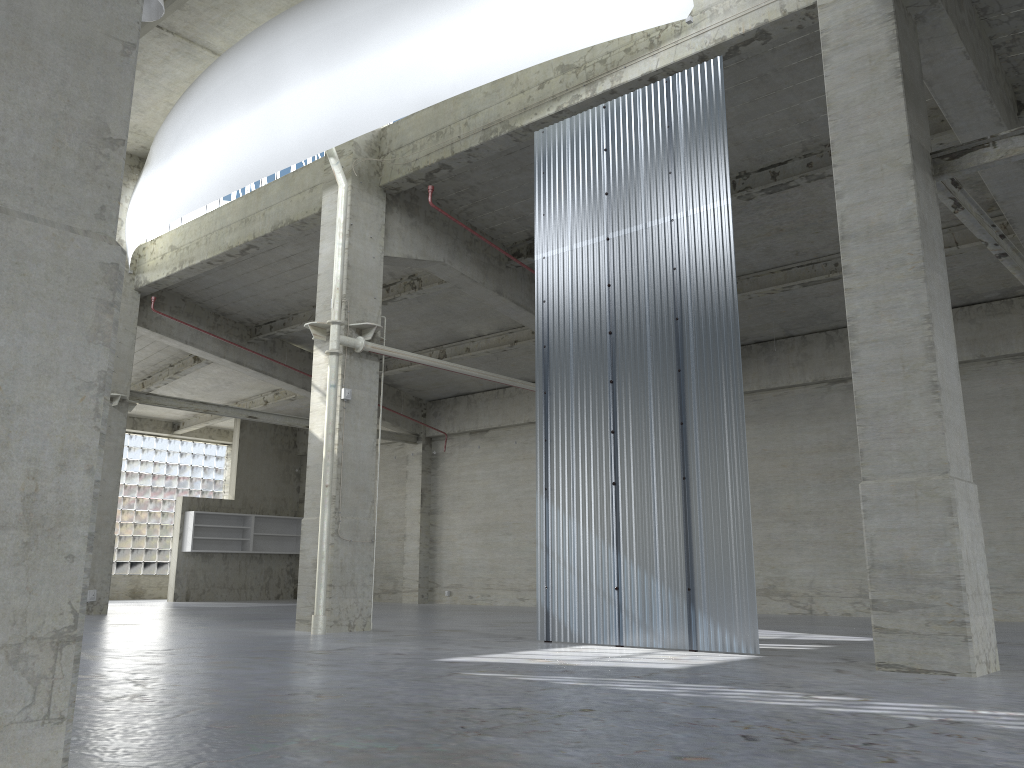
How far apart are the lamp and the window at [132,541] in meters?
31.1

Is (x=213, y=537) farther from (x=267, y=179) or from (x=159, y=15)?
(x=159, y=15)

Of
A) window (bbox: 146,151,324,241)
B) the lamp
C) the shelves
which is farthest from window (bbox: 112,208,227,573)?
the lamp

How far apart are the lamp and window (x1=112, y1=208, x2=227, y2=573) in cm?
3111

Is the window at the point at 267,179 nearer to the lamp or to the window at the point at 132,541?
the lamp

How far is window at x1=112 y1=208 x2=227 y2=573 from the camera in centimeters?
4432cm

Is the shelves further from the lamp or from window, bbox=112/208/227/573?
the lamp

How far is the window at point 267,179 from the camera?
26.1m

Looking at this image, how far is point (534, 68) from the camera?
19.0 meters

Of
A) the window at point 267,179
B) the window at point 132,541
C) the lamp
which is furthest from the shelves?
the lamp
